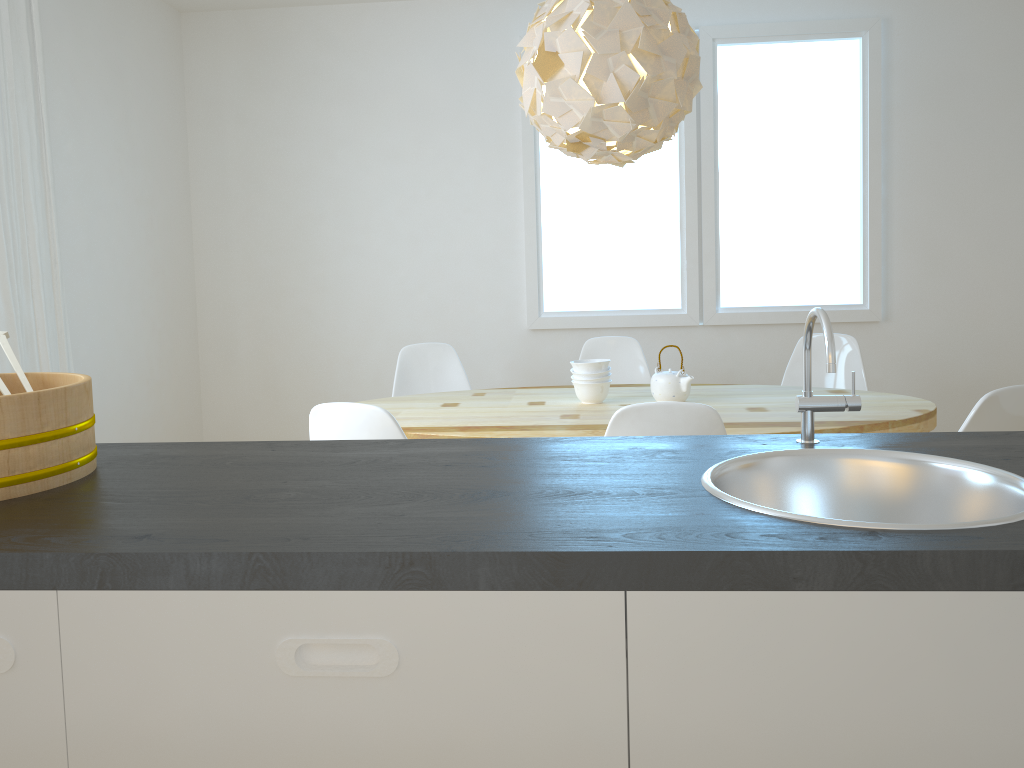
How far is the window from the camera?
4.5 meters

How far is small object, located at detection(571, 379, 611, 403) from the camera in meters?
3.2 m

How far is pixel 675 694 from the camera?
0.9m

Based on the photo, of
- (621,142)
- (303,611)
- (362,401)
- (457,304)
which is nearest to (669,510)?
(303,611)

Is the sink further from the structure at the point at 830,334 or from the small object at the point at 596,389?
the small object at the point at 596,389

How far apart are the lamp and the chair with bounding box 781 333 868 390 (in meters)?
1.44

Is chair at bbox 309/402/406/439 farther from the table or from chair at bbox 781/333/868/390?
chair at bbox 781/333/868/390

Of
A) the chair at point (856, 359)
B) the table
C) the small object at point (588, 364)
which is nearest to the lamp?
the small object at point (588, 364)

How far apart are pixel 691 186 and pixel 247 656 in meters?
4.1 m

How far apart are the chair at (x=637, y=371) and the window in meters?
0.6
